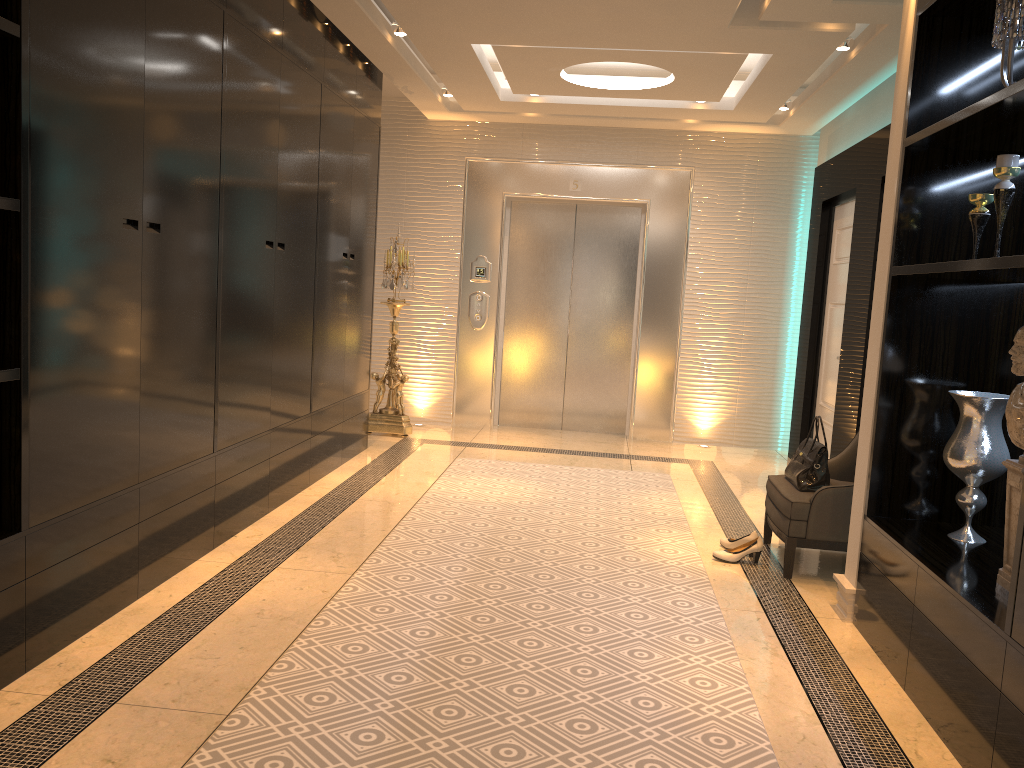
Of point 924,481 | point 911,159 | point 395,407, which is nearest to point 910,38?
point 911,159

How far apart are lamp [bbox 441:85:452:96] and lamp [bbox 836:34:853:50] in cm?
296

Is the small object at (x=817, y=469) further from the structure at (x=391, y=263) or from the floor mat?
the structure at (x=391, y=263)

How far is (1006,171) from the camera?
2.8m

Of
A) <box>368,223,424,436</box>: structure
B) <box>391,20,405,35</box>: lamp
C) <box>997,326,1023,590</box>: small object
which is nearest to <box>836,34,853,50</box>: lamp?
<box>391,20,405,35</box>: lamp

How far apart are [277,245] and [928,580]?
3.3 meters

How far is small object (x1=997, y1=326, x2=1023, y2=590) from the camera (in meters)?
2.56

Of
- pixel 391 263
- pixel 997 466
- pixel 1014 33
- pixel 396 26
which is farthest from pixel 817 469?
pixel 391 263

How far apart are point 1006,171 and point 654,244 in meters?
4.7 m

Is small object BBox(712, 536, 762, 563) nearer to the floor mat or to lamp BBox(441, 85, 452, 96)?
the floor mat
